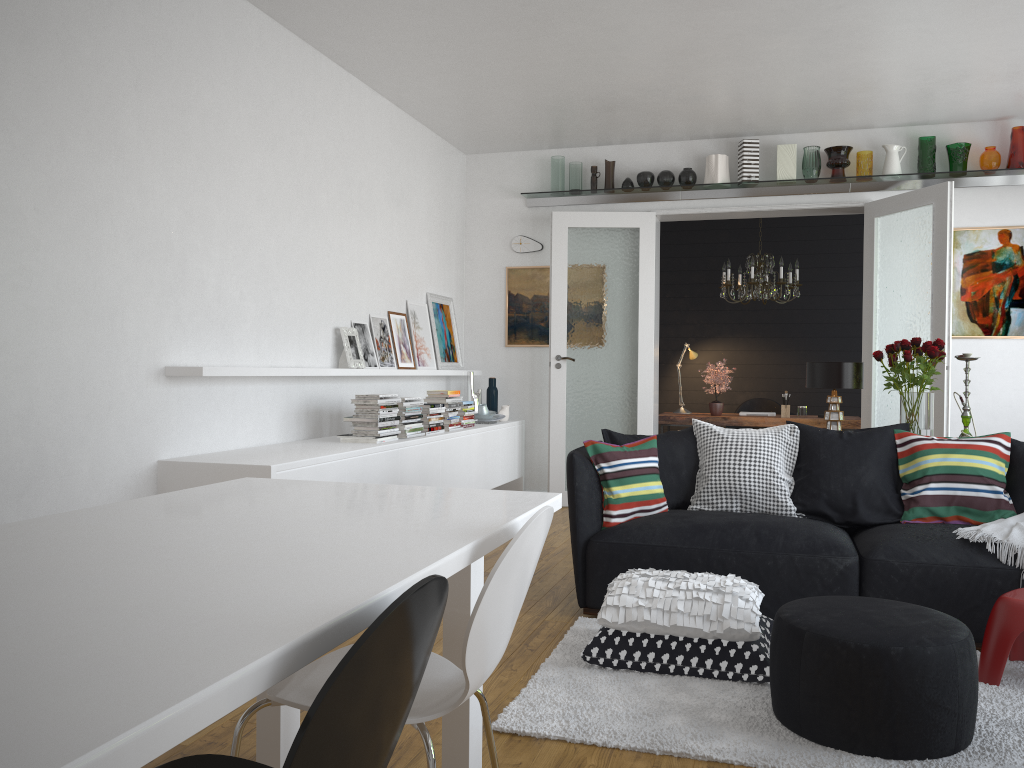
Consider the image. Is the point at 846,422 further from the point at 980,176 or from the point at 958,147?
the point at 958,147

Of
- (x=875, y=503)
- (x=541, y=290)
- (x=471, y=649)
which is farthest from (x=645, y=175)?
(x=471, y=649)

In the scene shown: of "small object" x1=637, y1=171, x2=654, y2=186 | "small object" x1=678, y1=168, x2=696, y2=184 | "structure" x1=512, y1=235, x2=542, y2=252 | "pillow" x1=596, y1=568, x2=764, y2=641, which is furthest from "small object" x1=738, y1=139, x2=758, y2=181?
"pillow" x1=596, y1=568, x2=764, y2=641

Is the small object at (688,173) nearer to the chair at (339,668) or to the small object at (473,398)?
the small object at (473,398)

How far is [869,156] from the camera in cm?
683

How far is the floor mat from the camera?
2.6m

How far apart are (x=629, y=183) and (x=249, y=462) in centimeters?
448cm

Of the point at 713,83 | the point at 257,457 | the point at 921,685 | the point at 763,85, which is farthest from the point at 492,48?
the point at 921,685

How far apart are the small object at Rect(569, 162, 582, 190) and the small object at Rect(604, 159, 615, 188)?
0.2 meters

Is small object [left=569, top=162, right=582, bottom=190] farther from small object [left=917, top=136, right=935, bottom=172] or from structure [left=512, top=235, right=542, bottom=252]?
small object [left=917, top=136, right=935, bottom=172]
